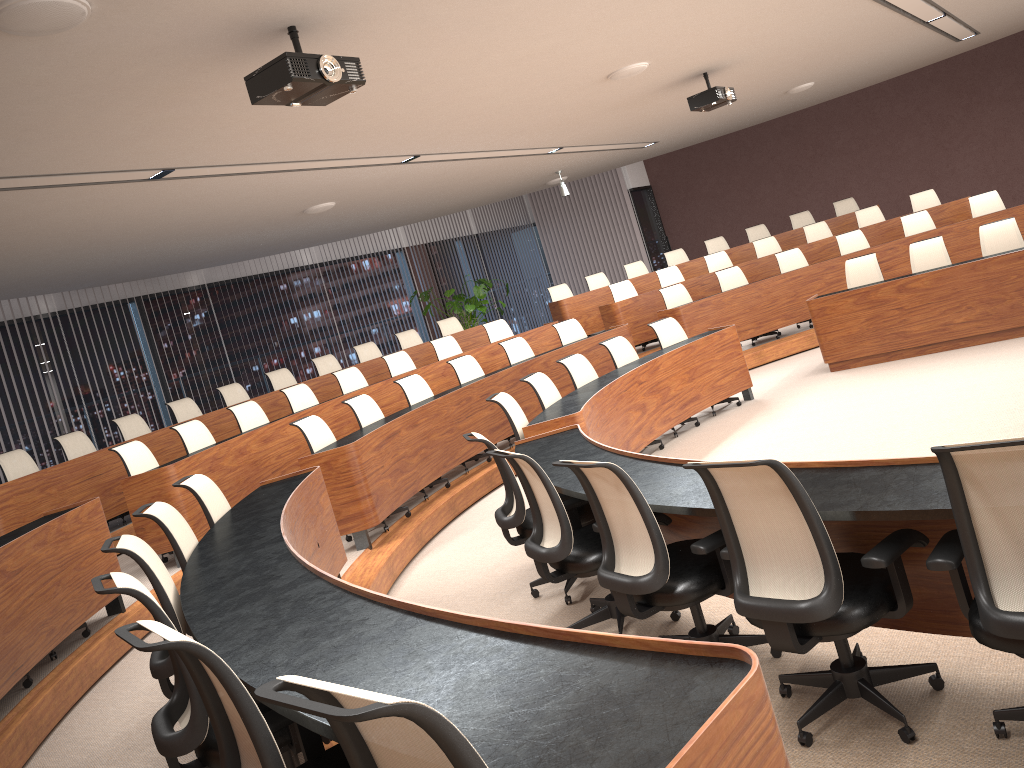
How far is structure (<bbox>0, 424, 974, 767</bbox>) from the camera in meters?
1.4 m

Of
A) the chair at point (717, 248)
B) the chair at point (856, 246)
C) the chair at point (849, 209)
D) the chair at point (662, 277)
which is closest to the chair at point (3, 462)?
the chair at point (662, 277)

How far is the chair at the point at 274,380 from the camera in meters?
10.6

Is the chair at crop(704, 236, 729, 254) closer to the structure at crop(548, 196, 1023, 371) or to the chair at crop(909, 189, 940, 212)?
the structure at crop(548, 196, 1023, 371)

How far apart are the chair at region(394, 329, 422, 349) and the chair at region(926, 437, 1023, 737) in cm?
976

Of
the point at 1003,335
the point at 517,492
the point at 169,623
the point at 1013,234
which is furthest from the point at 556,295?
the point at 169,623

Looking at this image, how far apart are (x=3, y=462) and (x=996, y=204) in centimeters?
1080cm

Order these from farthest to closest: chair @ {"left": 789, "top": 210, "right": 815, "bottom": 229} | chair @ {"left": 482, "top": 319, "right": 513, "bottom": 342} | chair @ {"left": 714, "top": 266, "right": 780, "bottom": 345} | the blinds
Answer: the blinds
chair @ {"left": 789, "top": 210, "right": 815, "bottom": 229}
chair @ {"left": 482, "top": 319, "right": 513, "bottom": 342}
chair @ {"left": 714, "top": 266, "right": 780, "bottom": 345}

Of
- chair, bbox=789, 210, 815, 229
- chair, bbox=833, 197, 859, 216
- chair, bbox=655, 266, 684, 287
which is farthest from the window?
chair, bbox=655, 266, 684, 287

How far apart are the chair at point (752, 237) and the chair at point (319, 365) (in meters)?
6.69
